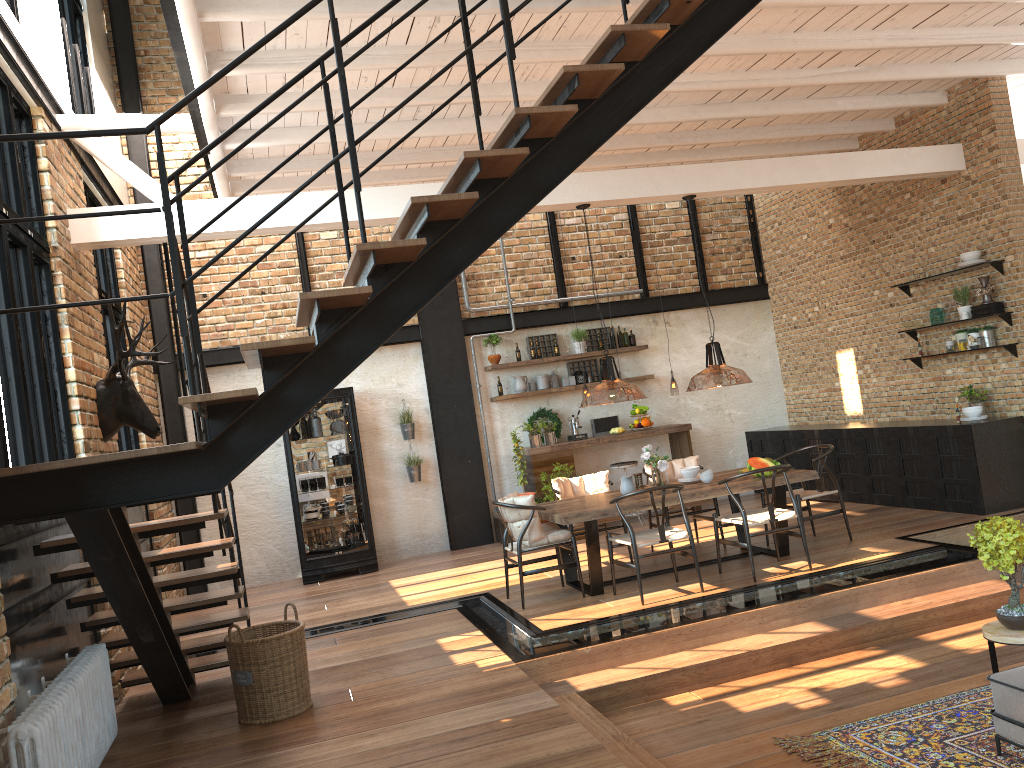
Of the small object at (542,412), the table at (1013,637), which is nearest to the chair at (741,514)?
the table at (1013,637)

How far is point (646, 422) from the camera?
11.0m

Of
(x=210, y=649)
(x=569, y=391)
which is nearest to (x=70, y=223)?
(x=210, y=649)

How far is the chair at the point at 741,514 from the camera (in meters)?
6.91

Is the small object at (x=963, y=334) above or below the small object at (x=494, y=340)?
below

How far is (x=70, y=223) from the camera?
6.5 meters

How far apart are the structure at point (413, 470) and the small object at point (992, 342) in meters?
6.2

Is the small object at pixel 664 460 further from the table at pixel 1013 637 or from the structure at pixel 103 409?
the structure at pixel 103 409

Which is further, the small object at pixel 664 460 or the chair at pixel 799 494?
the chair at pixel 799 494

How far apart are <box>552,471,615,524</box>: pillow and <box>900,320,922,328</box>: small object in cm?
372
